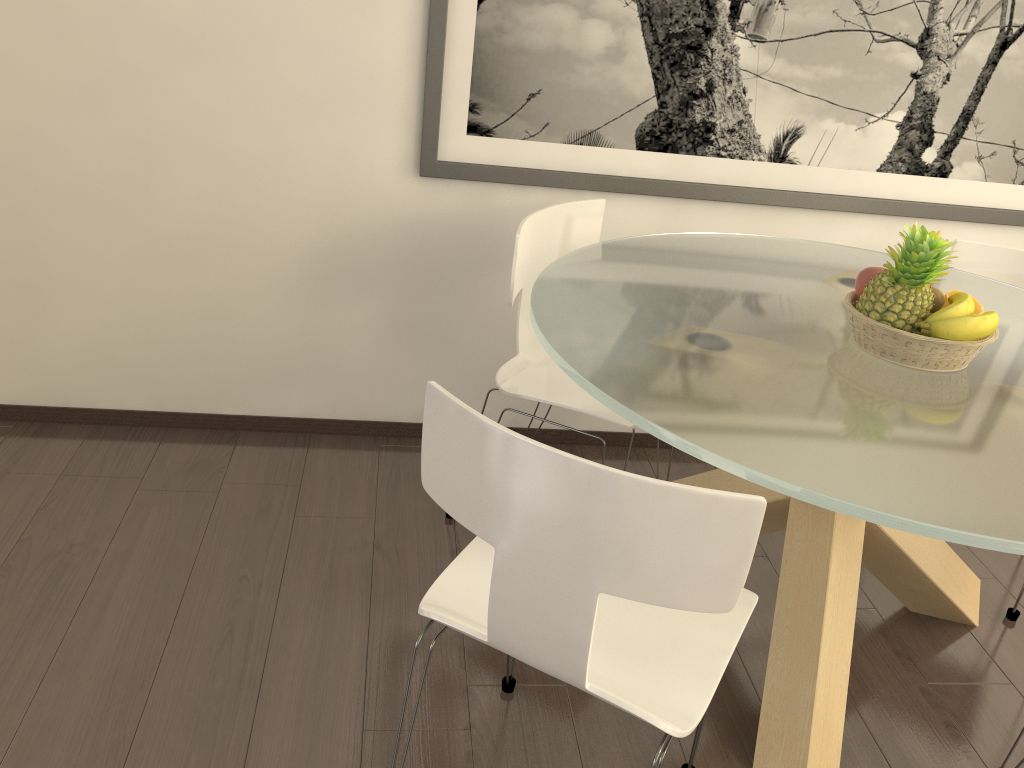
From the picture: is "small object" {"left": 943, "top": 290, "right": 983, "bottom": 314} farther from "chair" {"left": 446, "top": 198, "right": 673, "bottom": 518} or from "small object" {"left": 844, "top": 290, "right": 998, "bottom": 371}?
"chair" {"left": 446, "top": 198, "right": 673, "bottom": 518}

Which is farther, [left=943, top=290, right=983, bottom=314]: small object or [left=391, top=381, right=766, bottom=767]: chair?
[left=943, top=290, right=983, bottom=314]: small object

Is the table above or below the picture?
below

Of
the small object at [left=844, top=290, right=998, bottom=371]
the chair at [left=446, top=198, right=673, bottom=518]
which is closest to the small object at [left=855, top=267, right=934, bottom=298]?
the small object at [left=844, top=290, right=998, bottom=371]

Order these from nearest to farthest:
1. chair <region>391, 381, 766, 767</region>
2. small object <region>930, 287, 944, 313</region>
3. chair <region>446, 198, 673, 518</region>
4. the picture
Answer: chair <region>391, 381, 766, 767</region>
small object <region>930, 287, 944, 313</region>
chair <region>446, 198, 673, 518</region>
the picture

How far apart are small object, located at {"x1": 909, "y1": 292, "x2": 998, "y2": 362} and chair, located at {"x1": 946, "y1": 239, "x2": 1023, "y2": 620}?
0.9m

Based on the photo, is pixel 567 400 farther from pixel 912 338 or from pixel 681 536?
pixel 681 536

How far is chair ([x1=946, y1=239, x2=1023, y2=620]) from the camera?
2.90m

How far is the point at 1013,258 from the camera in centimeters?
290cm

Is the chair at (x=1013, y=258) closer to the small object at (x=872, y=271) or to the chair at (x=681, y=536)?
the small object at (x=872, y=271)
